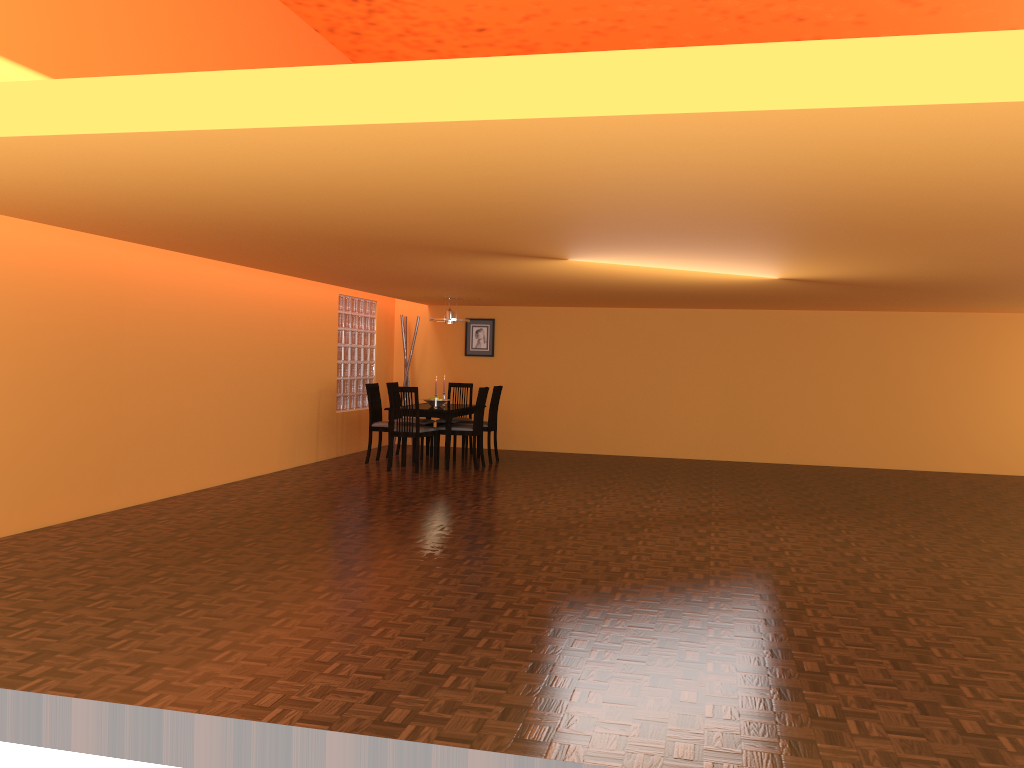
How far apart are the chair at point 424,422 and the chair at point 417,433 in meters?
0.8

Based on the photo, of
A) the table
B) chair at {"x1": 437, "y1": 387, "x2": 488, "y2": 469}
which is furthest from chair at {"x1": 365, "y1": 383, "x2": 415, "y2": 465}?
chair at {"x1": 437, "y1": 387, "x2": 488, "y2": 469}

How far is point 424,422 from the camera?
9.3m

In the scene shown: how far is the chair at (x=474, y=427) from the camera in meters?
8.6 m

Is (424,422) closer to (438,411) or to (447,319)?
(438,411)

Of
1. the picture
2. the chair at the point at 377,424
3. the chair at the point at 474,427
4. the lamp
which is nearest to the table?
the chair at the point at 474,427

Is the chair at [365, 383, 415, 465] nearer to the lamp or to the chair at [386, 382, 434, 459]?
the chair at [386, 382, 434, 459]

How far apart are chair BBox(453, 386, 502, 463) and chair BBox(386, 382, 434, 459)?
0.7m

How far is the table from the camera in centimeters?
847cm

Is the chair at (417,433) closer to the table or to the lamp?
the table
